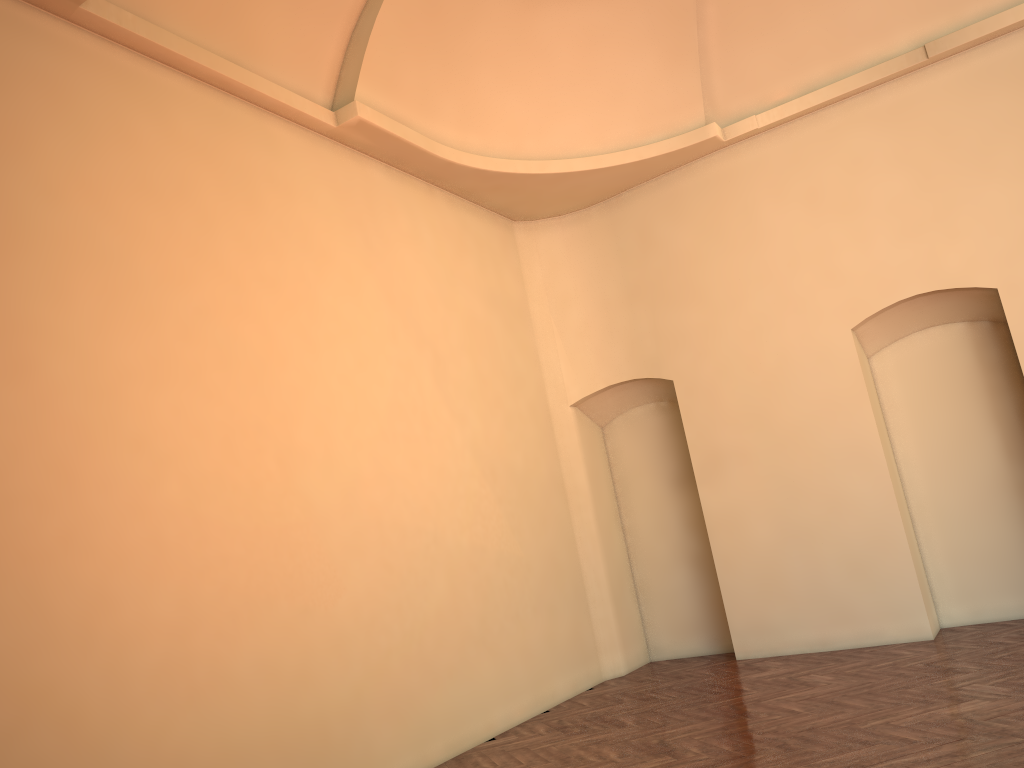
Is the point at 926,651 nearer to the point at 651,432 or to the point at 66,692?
the point at 651,432

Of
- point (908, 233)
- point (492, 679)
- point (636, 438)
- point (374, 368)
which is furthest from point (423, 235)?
point (908, 233)
